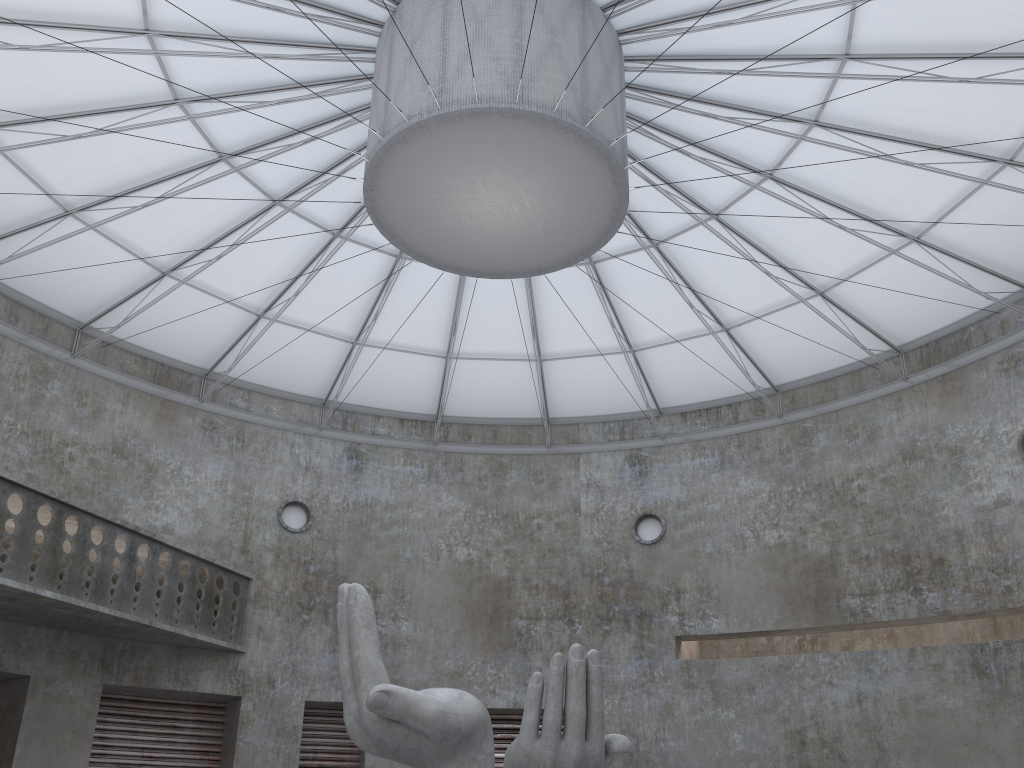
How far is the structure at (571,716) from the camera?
16.1m

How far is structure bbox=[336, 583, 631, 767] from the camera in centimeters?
1606cm

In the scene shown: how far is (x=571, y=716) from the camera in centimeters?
1606cm
